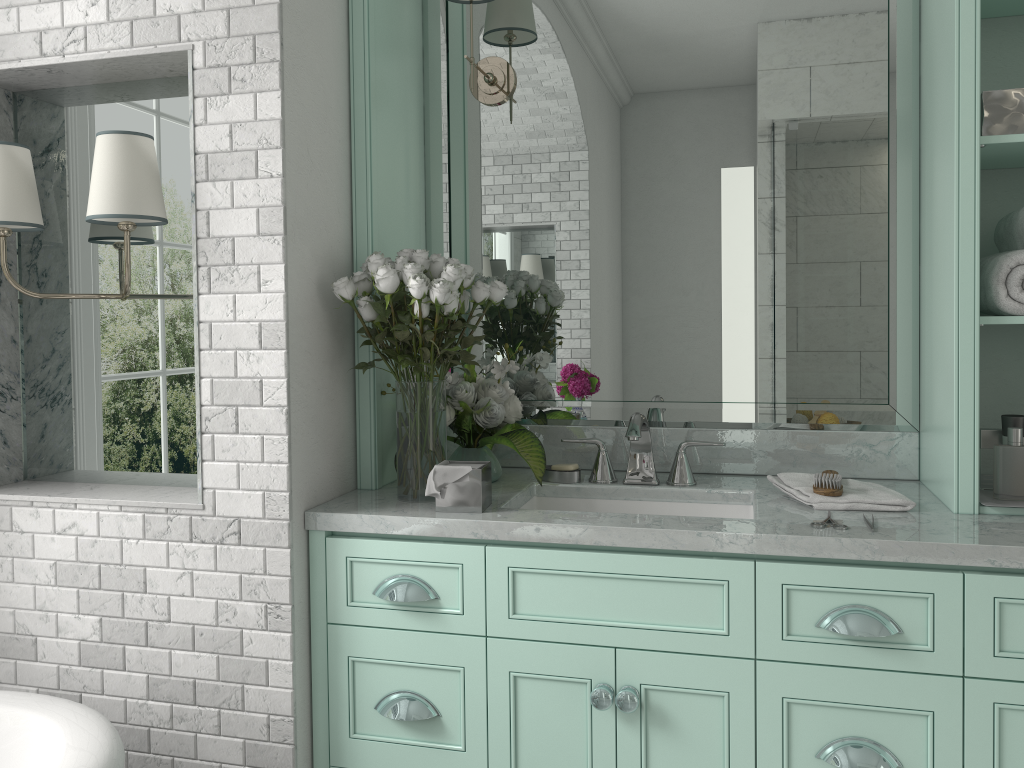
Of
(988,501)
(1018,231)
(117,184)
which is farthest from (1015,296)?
(117,184)

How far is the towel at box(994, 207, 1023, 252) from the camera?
2.09m

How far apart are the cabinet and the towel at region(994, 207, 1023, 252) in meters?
0.8 m

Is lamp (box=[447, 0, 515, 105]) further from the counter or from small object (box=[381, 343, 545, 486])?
the counter

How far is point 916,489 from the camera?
2.3 meters

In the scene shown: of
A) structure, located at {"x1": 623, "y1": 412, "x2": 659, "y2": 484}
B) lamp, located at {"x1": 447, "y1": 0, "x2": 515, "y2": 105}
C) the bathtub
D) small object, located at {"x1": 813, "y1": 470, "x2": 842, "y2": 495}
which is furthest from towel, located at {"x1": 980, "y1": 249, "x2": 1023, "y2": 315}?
the bathtub

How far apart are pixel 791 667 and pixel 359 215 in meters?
1.5

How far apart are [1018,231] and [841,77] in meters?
0.7

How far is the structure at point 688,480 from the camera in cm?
243

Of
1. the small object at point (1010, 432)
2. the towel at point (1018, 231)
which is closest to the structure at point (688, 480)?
the small object at point (1010, 432)
